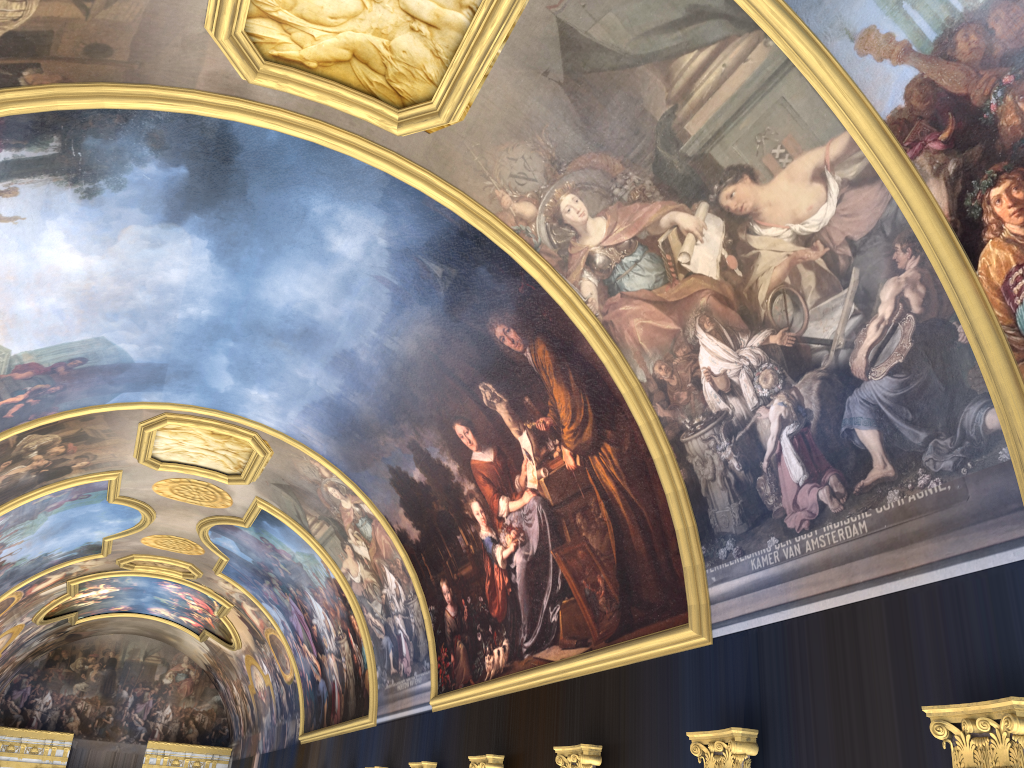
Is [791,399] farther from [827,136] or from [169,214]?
[169,214]

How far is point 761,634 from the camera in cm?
989

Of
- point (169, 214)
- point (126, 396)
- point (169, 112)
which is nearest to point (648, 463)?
point (169, 112)
